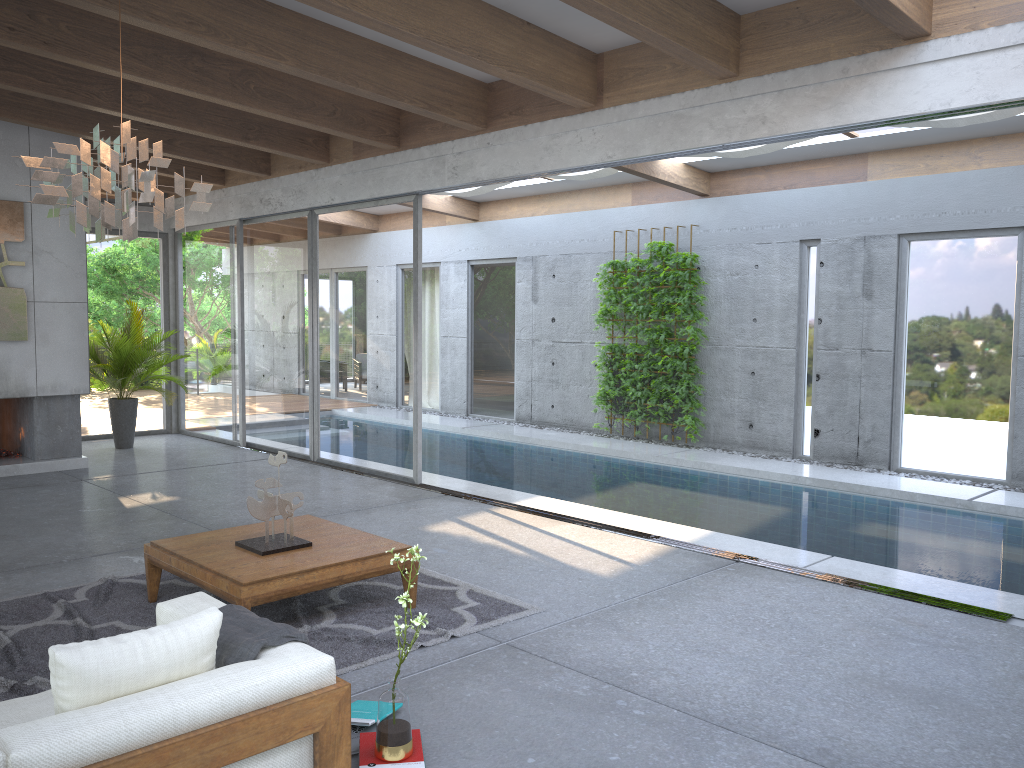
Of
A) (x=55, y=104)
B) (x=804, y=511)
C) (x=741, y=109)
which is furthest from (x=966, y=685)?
(x=55, y=104)

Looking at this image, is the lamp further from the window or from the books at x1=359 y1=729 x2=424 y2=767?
the window

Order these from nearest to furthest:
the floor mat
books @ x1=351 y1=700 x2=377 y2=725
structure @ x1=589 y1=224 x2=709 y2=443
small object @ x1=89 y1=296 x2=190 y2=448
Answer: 1. books @ x1=351 y1=700 x2=377 y2=725
2. the floor mat
3. small object @ x1=89 y1=296 x2=190 y2=448
4. structure @ x1=589 y1=224 x2=709 y2=443

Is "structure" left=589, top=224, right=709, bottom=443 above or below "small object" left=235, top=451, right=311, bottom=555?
above

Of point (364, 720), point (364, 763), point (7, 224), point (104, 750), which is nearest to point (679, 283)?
point (7, 224)

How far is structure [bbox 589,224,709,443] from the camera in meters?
10.8 m

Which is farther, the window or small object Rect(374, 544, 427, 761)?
the window

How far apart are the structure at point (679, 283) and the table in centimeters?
630cm

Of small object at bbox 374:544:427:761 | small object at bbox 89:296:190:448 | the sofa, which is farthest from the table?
small object at bbox 89:296:190:448

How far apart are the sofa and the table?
0.69m
